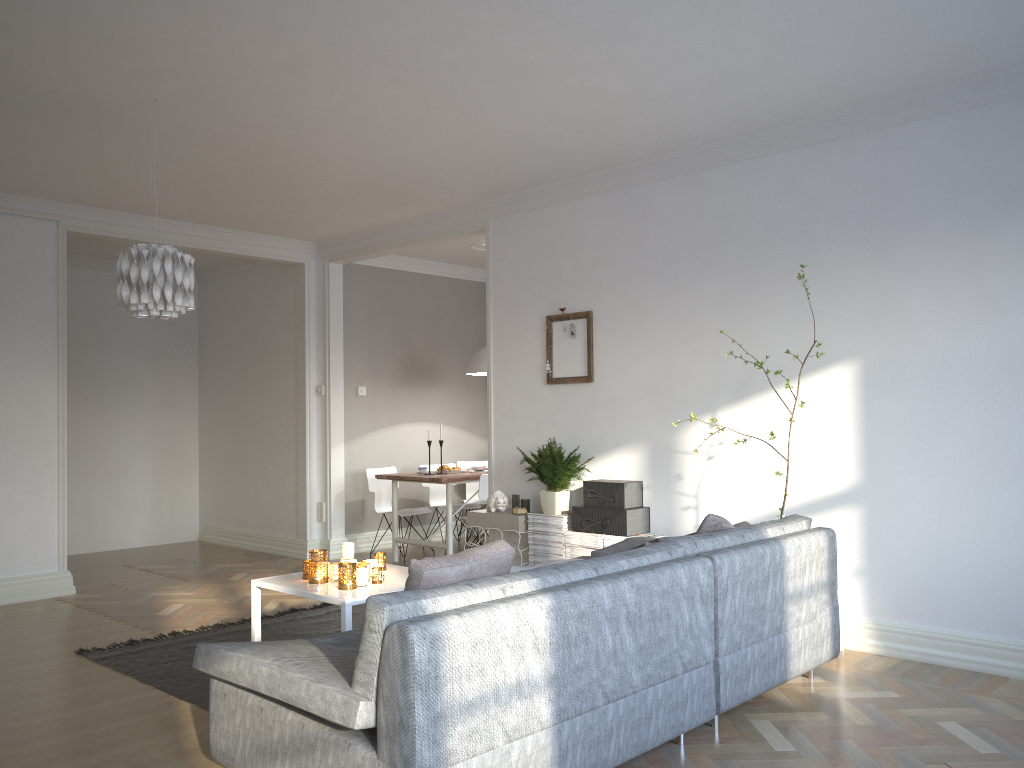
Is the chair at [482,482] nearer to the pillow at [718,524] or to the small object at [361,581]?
the small object at [361,581]

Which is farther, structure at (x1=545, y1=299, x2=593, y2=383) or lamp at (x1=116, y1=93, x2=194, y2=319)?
structure at (x1=545, y1=299, x2=593, y2=383)

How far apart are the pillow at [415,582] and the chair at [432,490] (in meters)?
5.26

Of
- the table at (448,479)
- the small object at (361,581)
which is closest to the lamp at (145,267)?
the small object at (361,581)

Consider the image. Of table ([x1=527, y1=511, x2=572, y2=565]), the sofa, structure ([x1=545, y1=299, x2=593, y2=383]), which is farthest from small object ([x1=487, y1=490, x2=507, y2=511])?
the sofa

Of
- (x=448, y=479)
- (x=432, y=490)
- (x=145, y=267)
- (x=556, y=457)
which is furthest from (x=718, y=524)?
(x=432, y=490)

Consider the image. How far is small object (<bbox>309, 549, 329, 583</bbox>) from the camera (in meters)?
3.87

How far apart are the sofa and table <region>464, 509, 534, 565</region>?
1.25m

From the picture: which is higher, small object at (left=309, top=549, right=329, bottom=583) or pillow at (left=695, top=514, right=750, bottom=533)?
pillow at (left=695, top=514, right=750, bottom=533)

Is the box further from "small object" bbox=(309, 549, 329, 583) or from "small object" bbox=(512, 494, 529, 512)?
"small object" bbox=(309, 549, 329, 583)
